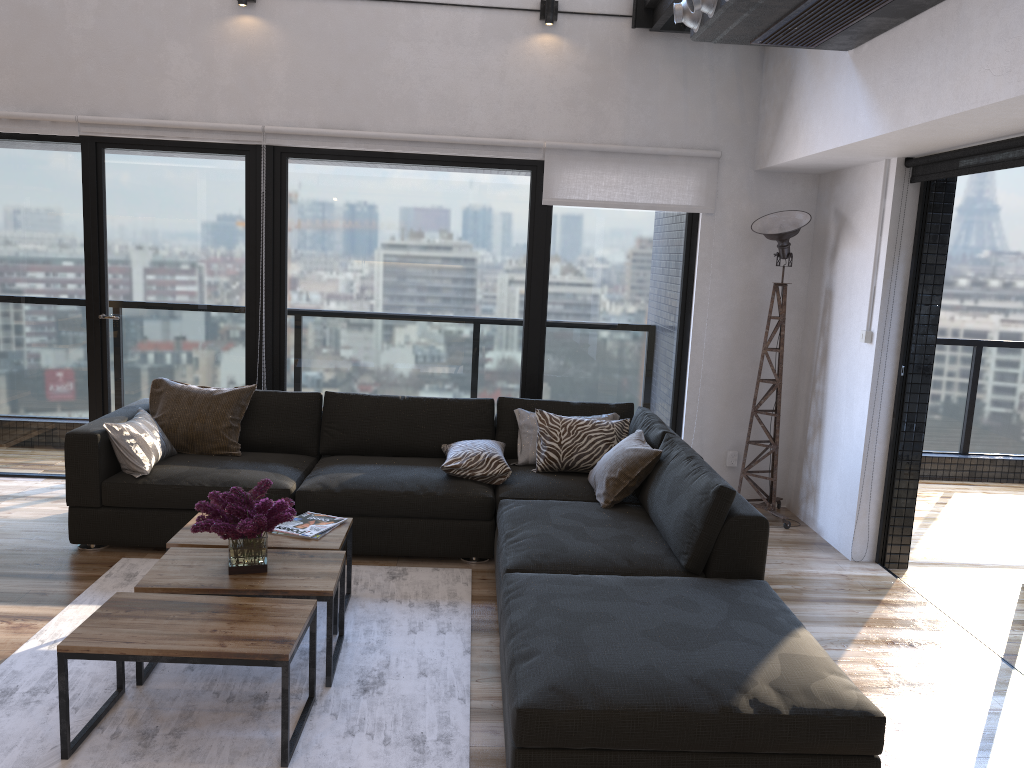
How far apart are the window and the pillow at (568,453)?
0.8 meters

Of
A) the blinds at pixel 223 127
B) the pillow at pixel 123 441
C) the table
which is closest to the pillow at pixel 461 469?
the table

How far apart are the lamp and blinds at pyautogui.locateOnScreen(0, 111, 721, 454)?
0.3m

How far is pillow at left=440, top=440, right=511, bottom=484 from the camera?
4.40m

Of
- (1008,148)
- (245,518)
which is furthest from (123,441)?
(1008,148)

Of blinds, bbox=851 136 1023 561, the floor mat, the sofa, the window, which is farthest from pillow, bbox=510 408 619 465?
blinds, bbox=851 136 1023 561

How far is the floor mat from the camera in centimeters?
262cm

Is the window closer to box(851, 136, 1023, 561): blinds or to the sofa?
box(851, 136, 1023, 561): blinds

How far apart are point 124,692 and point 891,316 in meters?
3.8

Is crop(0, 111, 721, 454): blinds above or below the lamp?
above
